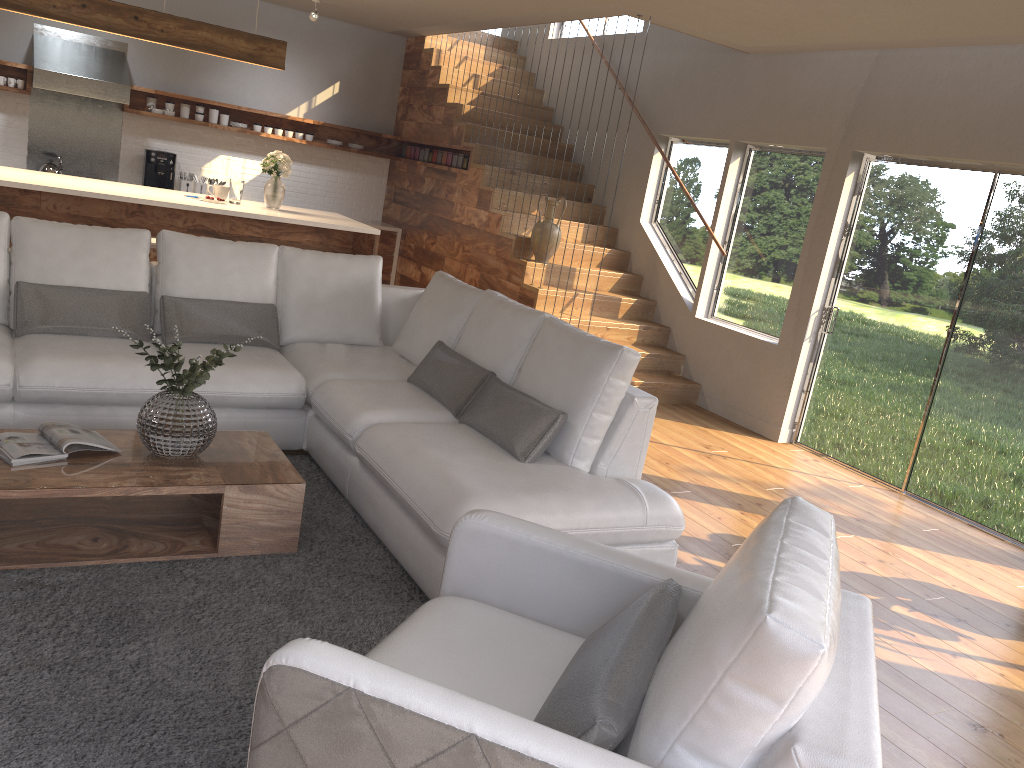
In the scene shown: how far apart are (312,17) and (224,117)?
1.6m

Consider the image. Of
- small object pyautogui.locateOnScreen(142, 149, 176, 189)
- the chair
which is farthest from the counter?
the chair

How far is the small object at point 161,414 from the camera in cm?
326

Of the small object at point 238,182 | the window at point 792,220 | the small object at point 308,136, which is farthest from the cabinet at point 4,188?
the window at point 792,220

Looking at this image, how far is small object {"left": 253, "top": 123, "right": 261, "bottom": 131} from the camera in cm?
906

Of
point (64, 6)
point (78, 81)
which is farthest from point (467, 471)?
point (78, 81)

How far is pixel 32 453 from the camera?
3.1m

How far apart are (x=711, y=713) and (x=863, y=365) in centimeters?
514cm

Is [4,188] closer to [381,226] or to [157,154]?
[157,154]

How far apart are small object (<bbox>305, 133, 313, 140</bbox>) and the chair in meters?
7.7 m
